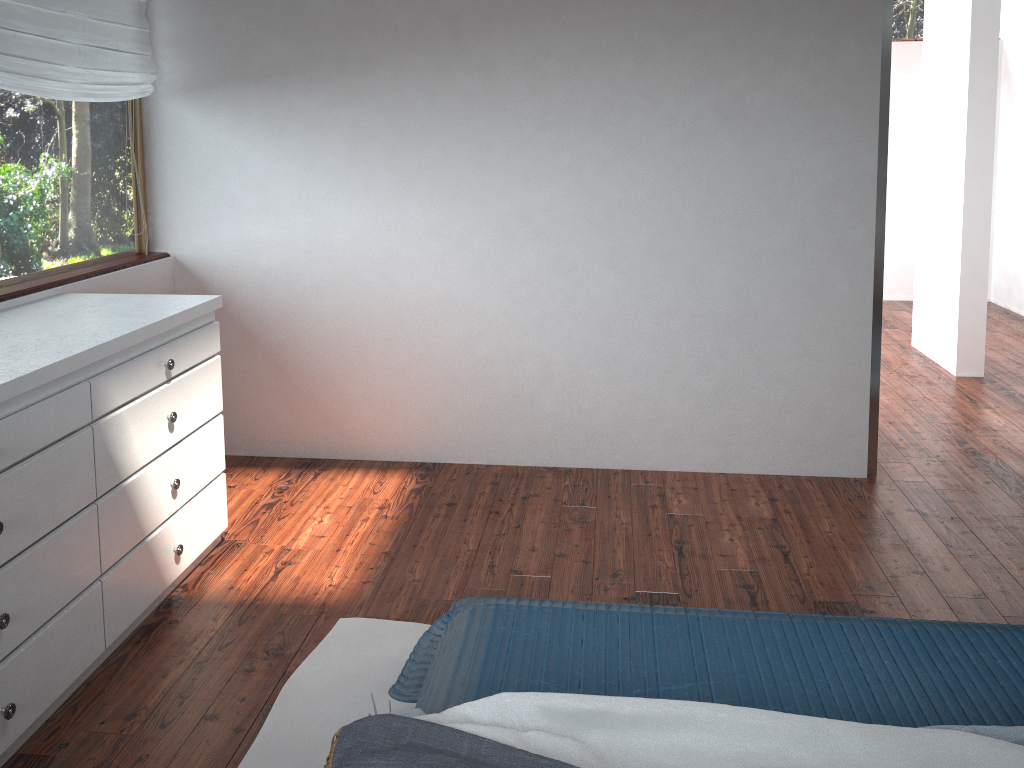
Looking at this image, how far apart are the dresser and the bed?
0.87m

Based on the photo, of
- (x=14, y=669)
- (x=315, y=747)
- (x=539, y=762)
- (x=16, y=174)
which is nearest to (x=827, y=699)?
(x=539, y=762)

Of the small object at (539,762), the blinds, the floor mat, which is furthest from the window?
the small object at (539,762)

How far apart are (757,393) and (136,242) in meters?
2.7 m

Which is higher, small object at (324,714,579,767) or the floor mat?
small object at (324,714,579,767)

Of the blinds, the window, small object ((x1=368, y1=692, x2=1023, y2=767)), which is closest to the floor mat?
small object ((x1=368, y1=692, x2=1023, y2=767))

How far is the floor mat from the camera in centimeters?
215cm

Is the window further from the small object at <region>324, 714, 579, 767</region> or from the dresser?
the small object at <region>324, 714, 579, 767</region>

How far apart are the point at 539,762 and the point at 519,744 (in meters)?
0.08

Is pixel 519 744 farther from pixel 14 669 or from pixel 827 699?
pixel 14 669
